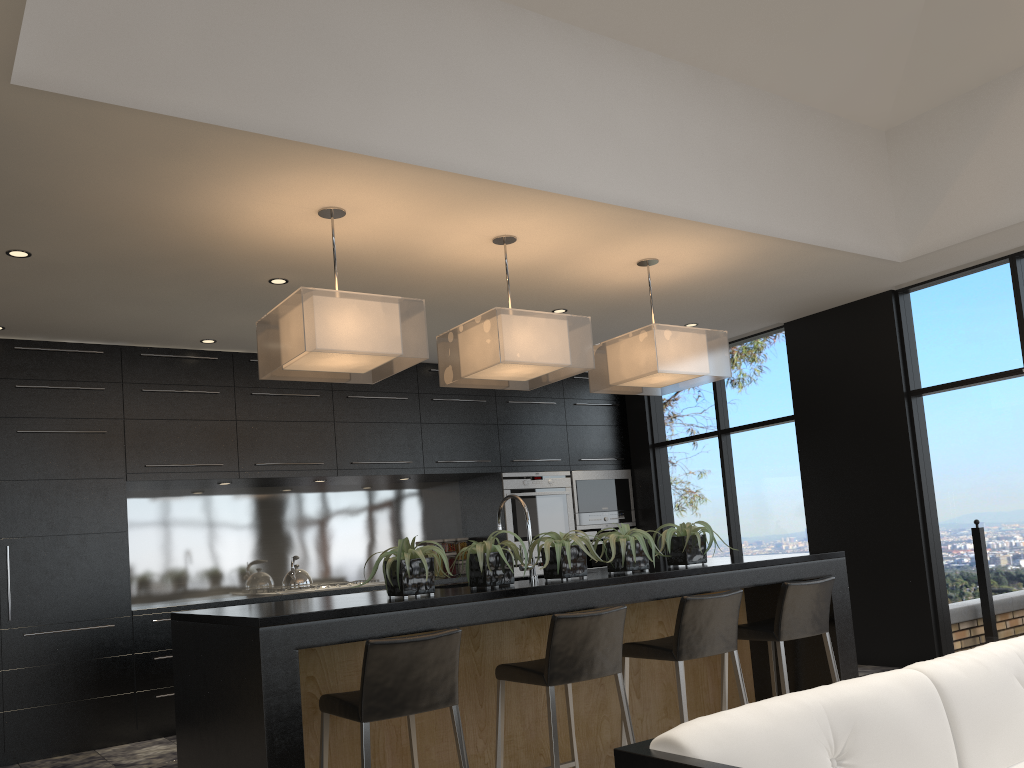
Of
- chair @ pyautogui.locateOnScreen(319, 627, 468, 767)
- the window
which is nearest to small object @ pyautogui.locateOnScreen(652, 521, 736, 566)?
chair @ pyautogui.locateOnScreen(319, 627, 468, 767)

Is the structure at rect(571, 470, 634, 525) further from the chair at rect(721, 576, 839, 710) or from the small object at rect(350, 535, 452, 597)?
the small object at rect(350, 535, 452, 597)

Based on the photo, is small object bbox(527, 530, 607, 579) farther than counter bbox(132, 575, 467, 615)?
No

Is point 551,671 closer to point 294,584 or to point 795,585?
point 795,585

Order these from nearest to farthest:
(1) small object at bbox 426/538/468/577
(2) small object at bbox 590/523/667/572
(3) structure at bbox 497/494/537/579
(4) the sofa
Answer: (4) the sofa → (2) small object at bbox 590/523/667/572 → (3) structure at bbox 497/494/537/579 → (1) small object at bbox 426/538/468/577

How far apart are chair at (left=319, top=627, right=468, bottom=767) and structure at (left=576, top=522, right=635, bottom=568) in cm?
428

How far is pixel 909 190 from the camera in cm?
534

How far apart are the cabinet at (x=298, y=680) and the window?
1.52m

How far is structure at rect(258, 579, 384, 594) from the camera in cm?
623

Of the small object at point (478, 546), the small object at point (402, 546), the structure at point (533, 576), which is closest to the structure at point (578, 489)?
the structure at point (533, 576)
